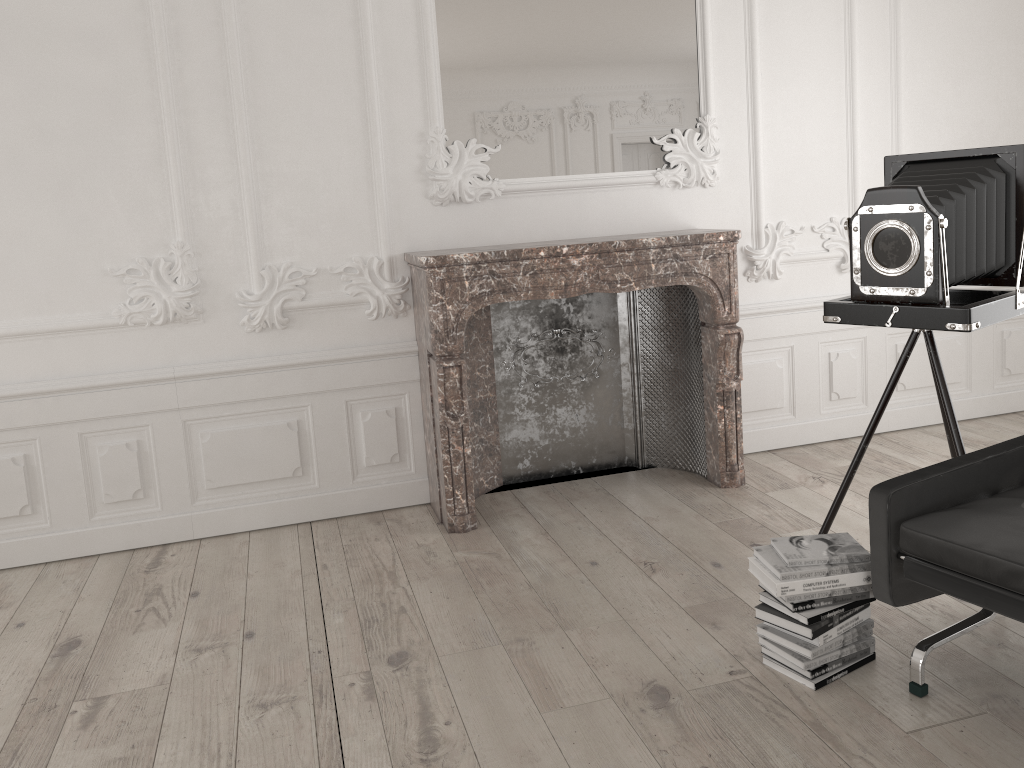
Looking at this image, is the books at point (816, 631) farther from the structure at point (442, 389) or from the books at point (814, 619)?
the structure at point (442, 389)

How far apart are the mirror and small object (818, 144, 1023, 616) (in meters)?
1.30

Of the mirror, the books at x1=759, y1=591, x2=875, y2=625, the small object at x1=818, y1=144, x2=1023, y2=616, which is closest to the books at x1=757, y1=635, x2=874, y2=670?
the books at x1=759, y1=591, x2=875, y2=625

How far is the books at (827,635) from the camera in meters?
2.6

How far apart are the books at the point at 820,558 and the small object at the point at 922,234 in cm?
61

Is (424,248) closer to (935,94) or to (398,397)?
(398,397)

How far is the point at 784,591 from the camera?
2.6m

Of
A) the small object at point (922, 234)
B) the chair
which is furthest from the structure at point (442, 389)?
the chair

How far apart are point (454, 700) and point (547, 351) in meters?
2.2

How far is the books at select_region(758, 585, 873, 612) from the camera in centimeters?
259cm
